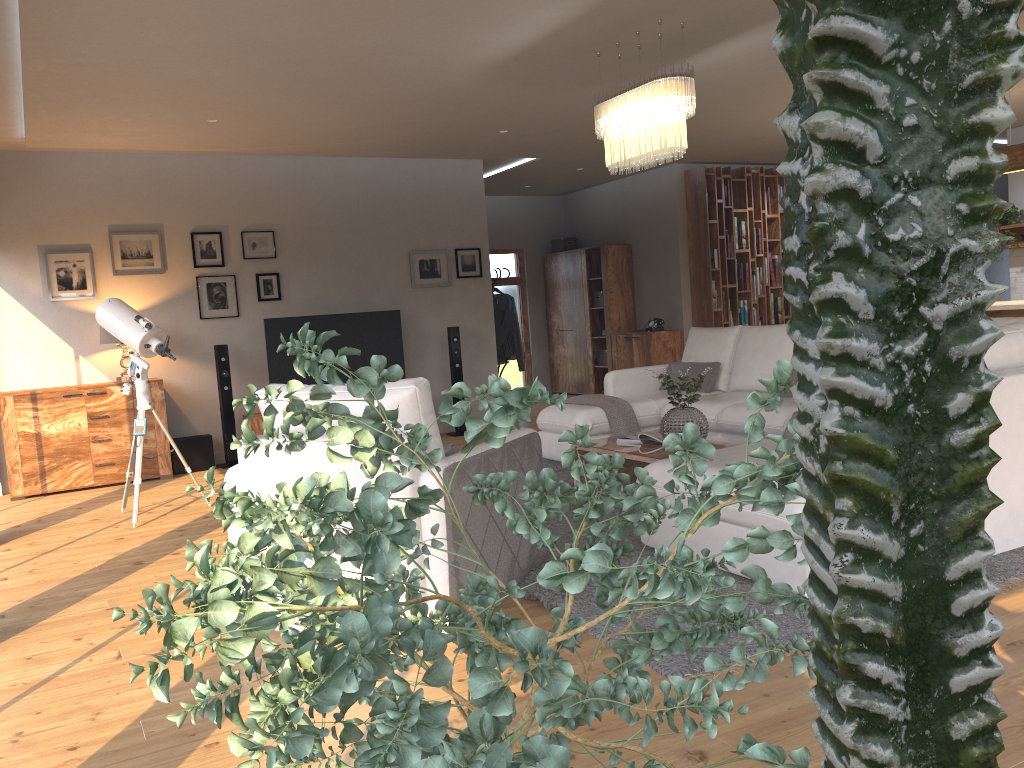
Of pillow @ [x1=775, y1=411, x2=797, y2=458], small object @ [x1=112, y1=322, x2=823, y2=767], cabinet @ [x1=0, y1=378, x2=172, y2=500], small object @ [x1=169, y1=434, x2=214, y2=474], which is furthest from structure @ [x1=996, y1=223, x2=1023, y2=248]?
small object @ [x1=112, y1=322, x2=823, y2=767]

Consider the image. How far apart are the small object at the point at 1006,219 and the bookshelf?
2.34m

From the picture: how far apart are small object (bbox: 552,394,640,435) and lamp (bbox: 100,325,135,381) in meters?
3.7

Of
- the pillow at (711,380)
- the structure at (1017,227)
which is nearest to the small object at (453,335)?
the pillow at (711,380)

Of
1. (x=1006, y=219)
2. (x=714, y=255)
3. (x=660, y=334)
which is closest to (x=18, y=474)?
(x=660, y=334)

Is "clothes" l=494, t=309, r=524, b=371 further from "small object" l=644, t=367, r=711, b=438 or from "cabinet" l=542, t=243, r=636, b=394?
"small object" l=644, t=367, r=711, b=438

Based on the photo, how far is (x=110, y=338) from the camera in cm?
725

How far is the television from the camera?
8.07m

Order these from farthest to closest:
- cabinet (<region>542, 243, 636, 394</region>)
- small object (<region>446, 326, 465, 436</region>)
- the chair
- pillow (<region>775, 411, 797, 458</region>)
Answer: cabinet (<region>542, 243, 636, 394</region>)
small object (<region>446, 326, 465, 436</region>)
pillow (<region>775, 411, 797, 458</region>)
the chair

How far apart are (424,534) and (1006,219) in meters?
8.9 m
